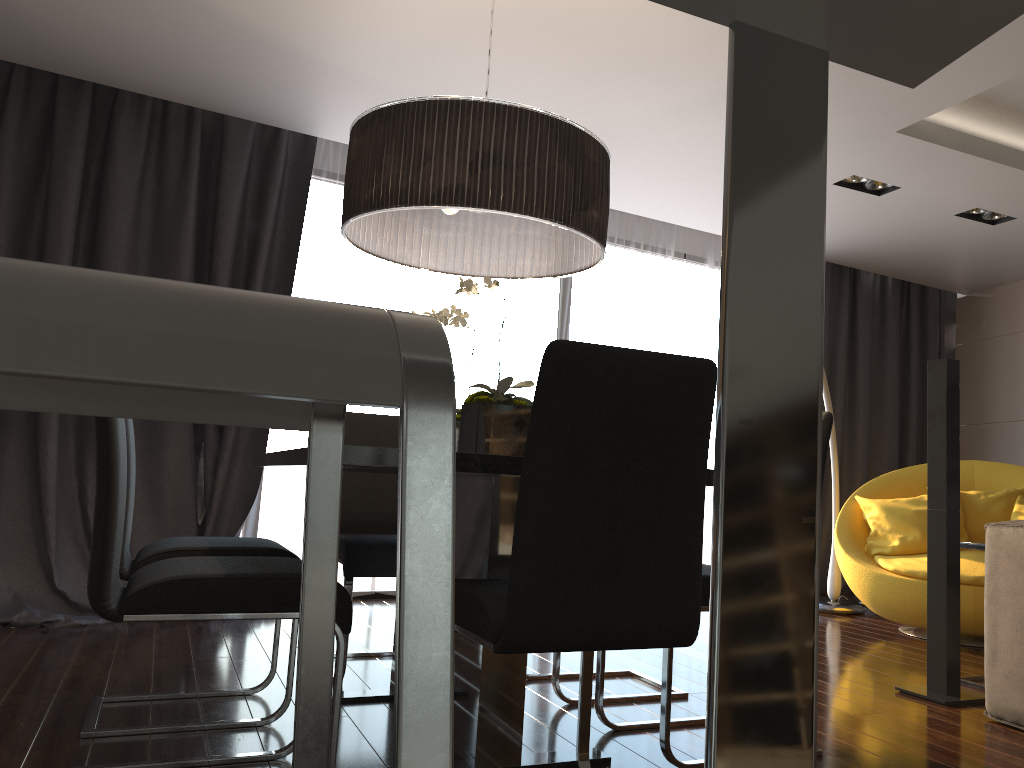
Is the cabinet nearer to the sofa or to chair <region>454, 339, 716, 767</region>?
chair <region>454, 339, 716, 767</region>

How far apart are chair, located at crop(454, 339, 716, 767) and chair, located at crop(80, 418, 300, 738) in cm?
90

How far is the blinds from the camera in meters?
4.3

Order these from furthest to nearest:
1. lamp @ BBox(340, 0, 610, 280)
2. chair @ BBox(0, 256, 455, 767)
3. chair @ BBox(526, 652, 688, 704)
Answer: chair @ BBox(526, 652, 688, 704)
lamp @ BBox(340, 0, 610, 280)
chair @ BBox(0, 256, 455, 767)

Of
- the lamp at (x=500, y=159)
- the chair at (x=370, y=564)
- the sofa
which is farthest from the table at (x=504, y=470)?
the sofa

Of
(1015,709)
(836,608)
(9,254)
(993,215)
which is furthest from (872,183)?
(9,254)

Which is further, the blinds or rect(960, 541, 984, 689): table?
the blinds

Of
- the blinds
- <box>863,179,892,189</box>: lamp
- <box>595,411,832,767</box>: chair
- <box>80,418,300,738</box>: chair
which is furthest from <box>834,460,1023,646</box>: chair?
<box>80,418,300,738</box>: chair

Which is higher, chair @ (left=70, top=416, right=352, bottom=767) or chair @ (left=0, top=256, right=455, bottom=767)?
chair @ (left=0, top=256, right=455, bottom=767)

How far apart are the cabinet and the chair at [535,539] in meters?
1.1 m
